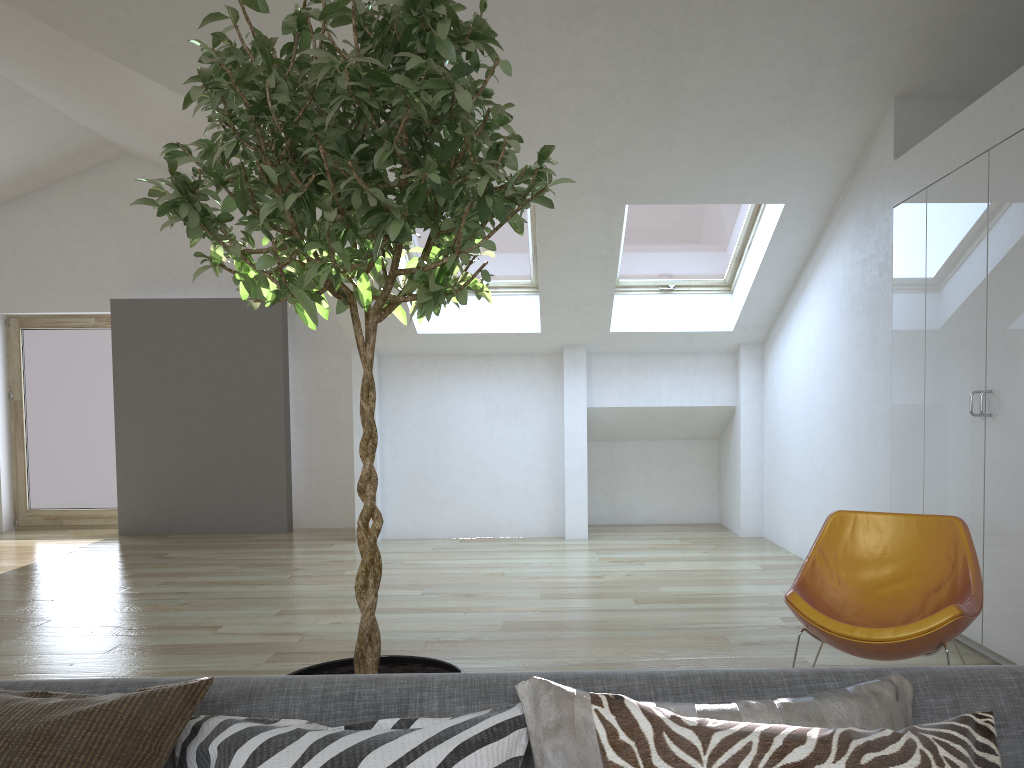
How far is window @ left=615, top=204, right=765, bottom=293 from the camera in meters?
6.6

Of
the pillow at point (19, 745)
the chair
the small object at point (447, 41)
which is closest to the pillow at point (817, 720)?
the pillow at point (19, 745)

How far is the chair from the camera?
2.96m

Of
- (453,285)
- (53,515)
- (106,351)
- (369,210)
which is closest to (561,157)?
(453,285)

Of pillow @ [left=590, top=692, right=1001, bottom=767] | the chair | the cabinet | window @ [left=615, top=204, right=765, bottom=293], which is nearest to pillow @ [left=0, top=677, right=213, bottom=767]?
pillow @ [left=590, top=692, right=1001, bottom=767]

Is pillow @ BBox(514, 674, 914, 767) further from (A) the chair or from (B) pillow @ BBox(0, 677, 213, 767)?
(A) the chair

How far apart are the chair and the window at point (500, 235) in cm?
379

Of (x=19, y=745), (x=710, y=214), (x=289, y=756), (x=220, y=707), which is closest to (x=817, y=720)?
(x=289, y=756)

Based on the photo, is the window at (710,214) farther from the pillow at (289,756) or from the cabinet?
the pillow at (289,756)

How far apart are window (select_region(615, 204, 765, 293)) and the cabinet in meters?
1.7 m
